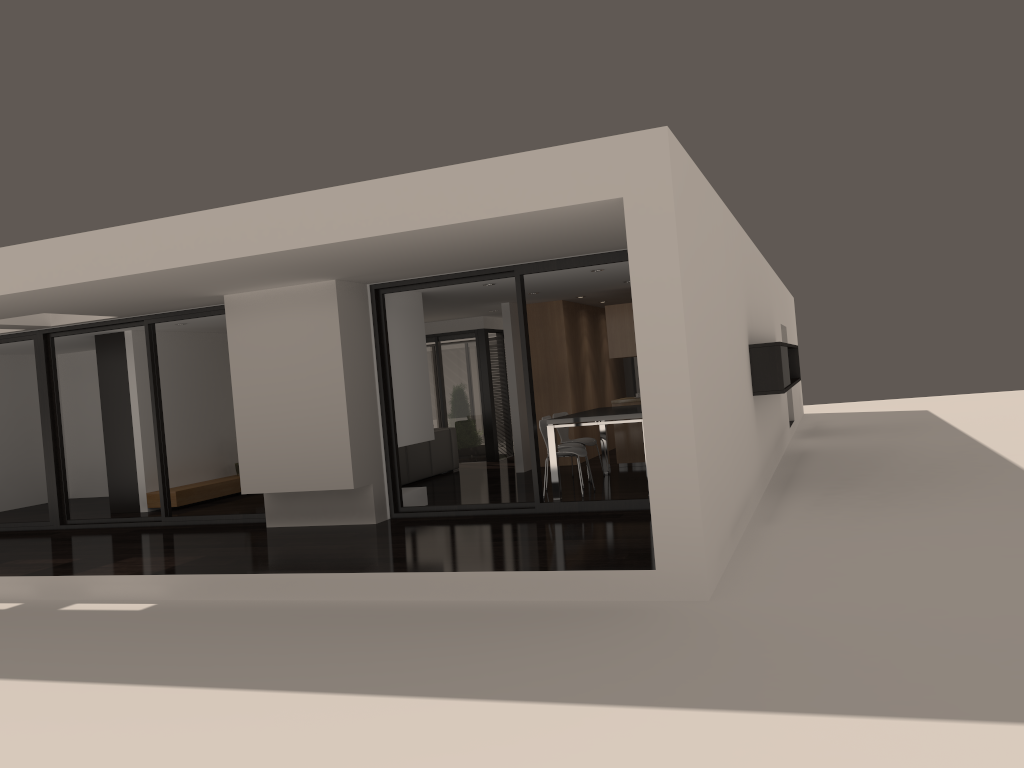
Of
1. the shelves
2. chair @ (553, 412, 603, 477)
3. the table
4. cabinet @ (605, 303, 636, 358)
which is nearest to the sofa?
chair @ (553, 412, 603, 477)

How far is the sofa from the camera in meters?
12.2

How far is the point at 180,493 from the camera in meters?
11.6

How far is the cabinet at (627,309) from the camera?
11.9 meters

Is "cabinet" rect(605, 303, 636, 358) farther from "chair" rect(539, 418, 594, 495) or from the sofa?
the sofa

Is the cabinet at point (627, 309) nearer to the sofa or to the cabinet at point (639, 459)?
the cabinet at point (639, 459)

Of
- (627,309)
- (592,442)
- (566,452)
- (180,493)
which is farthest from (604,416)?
(180,493)

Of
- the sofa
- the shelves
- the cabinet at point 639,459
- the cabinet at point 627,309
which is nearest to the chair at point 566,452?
the cabinet at point 639,459

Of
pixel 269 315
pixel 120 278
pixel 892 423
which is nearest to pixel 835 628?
pixel 120 278

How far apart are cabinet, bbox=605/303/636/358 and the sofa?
2.9m
